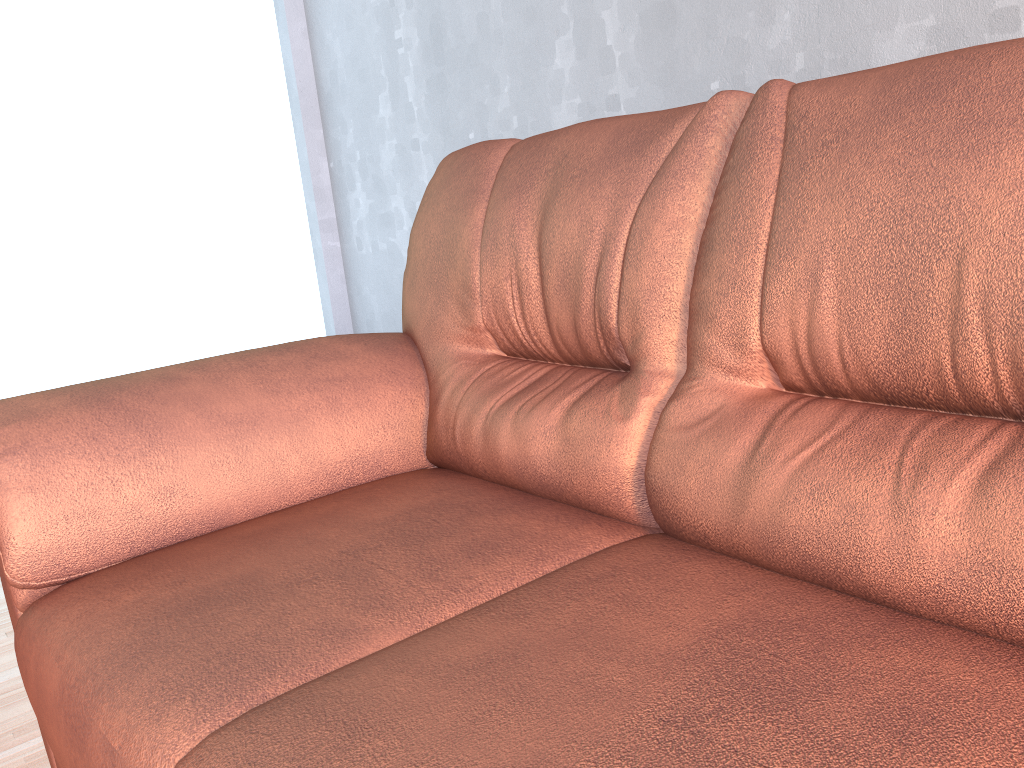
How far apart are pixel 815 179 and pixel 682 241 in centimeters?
20cm

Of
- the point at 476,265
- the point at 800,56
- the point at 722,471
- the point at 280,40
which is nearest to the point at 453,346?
the point at 476,265

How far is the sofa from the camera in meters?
0.7

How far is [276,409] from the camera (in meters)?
1.38

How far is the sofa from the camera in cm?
72
